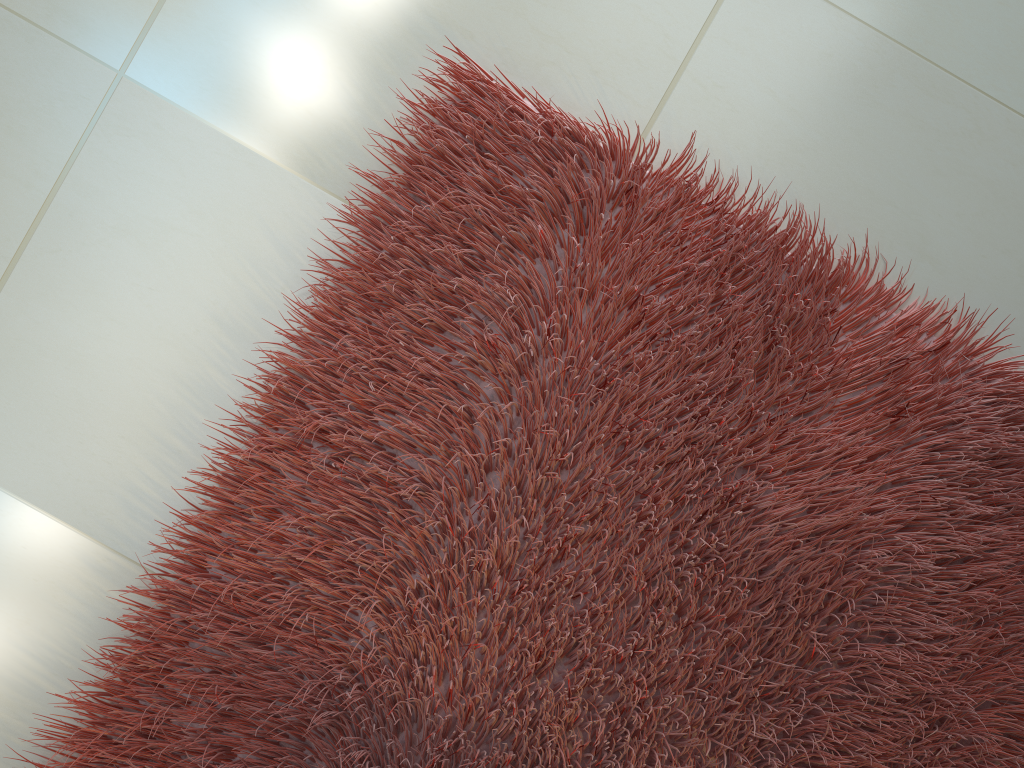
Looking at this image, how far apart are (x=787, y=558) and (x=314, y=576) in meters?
0.7

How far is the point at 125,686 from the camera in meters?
1.3 m

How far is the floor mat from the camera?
1.3 meters

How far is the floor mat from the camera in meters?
1.3 m
